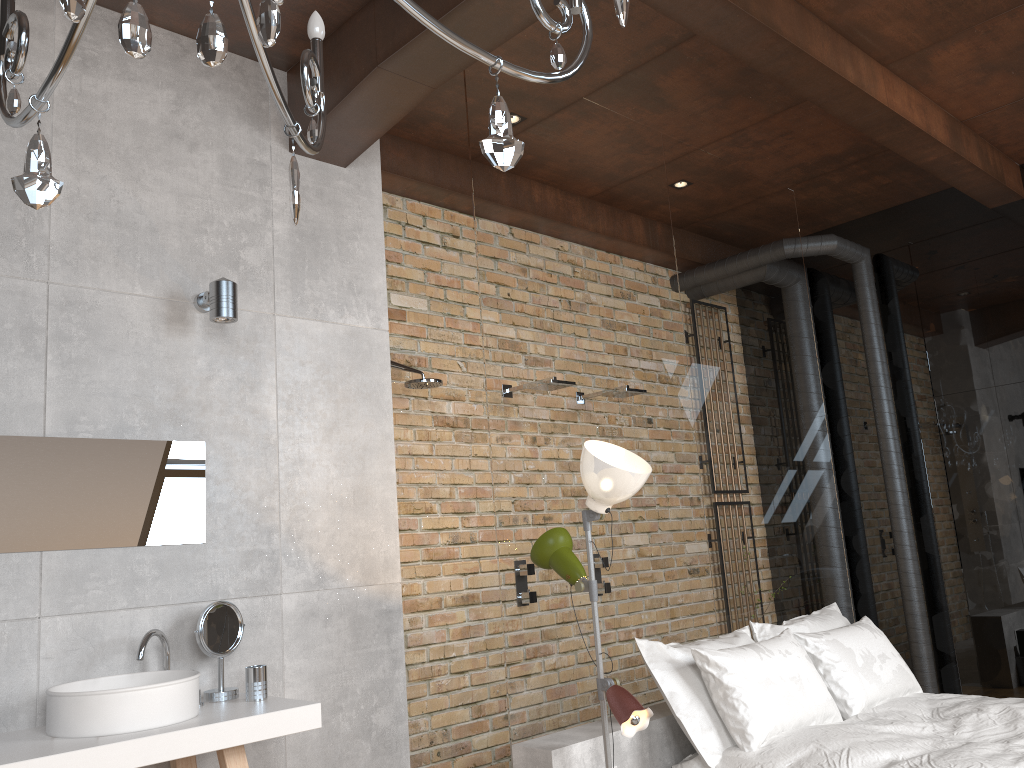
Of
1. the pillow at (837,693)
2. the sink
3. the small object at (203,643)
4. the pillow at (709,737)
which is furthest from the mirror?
the pillow at (837,693)

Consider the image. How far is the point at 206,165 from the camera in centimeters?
358cm

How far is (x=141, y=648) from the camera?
2.9m

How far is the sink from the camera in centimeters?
255cm

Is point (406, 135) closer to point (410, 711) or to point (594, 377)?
point (594, 377)

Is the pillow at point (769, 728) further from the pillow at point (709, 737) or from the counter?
the counter

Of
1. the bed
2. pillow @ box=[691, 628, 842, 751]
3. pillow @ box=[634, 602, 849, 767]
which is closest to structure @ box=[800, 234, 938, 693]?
pillow @ box=[634, 602, 849, 767]

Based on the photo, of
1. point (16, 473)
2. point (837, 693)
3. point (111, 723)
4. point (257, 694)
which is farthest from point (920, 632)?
point (16, 473)

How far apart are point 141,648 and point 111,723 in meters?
0.4 m

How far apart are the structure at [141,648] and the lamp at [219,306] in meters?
1.1 m
